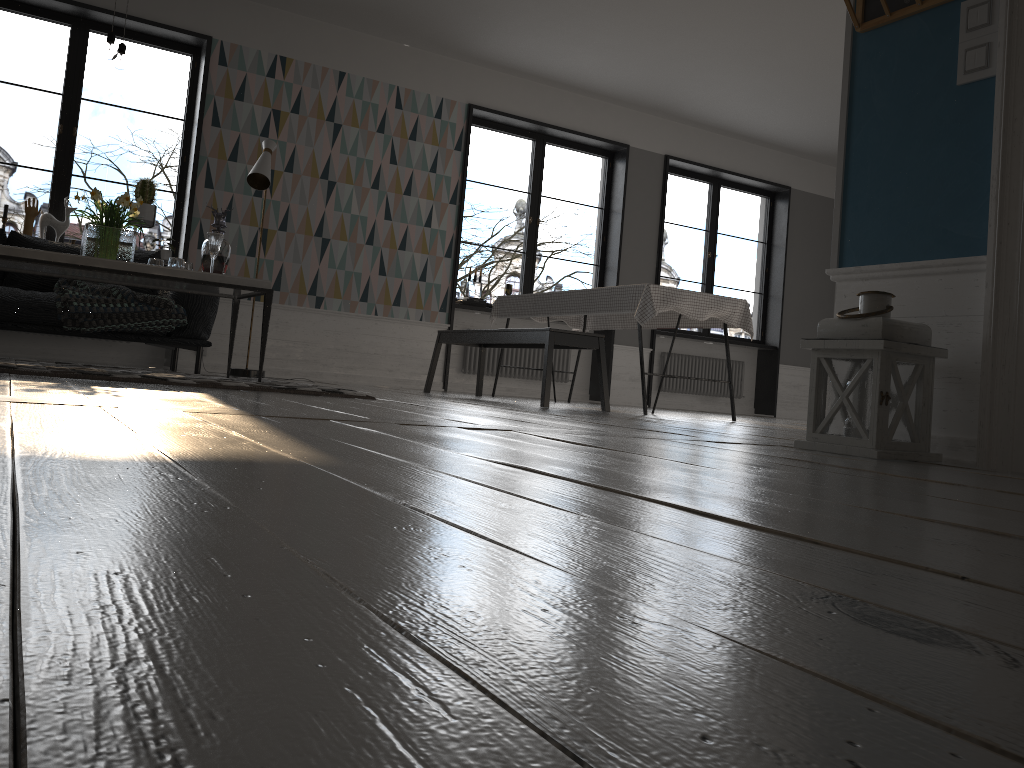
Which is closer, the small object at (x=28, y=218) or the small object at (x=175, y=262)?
the small object at (x=175, y=262)

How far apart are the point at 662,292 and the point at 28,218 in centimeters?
453cm

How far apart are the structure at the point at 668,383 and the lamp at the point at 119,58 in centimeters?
636cm

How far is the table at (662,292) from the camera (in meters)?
5.31

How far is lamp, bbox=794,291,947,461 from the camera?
2.4m

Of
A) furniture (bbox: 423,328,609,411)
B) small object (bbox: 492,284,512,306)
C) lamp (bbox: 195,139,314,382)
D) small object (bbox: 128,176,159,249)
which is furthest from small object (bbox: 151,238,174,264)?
small object (bbox: 492,284,512,306)

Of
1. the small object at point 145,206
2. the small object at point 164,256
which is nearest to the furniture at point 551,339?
the small object at point 164,256

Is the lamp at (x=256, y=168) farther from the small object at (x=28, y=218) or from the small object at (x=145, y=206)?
the small object at (x=28, y=218)

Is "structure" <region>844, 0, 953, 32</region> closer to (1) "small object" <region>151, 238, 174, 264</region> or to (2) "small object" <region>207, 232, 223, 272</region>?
(2) "small object" <region>207, 232, 223, 272</region>

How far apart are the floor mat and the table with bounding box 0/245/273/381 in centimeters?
23cm
